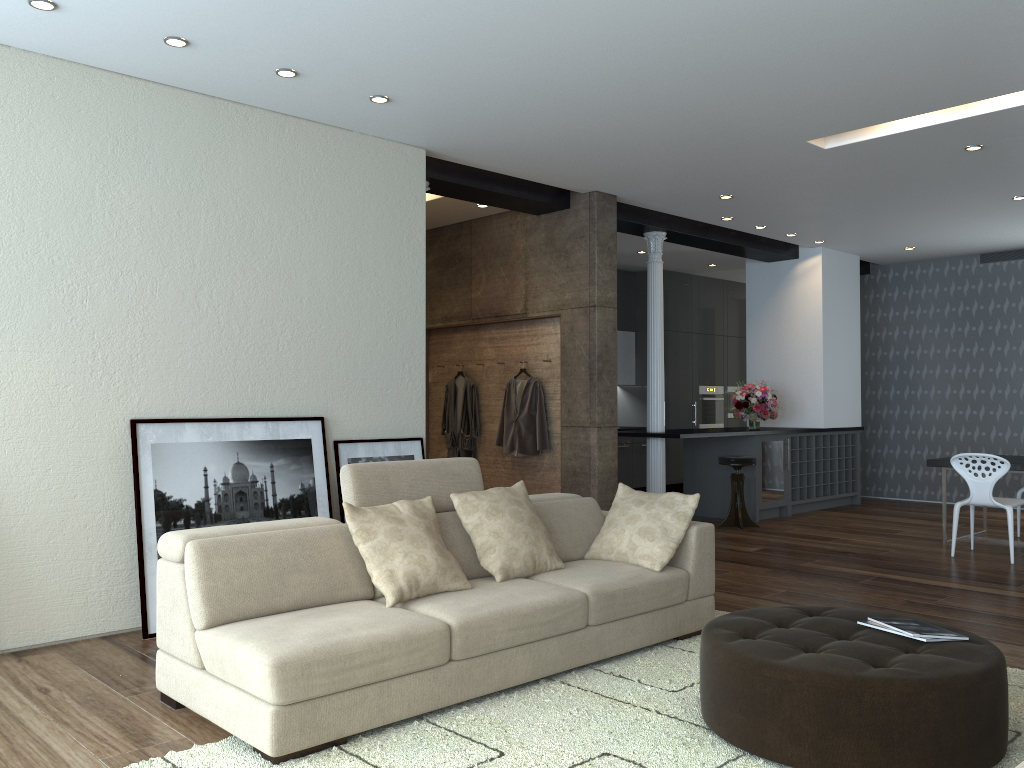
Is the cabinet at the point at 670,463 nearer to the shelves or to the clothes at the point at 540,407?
the shelves

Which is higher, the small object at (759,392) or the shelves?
the small object at (759,392)

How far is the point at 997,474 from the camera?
6.8 meters

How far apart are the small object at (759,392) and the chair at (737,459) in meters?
1.0 m

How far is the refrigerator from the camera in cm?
923

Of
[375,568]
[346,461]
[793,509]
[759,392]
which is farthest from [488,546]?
[793,509]

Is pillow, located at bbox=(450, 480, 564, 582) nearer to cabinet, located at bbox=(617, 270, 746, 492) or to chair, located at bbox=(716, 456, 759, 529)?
chair, located at bbox=(716, 456, 759, 529)

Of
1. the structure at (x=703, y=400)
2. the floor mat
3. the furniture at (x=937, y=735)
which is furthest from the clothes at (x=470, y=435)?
the furniture at (x=937, y=735)

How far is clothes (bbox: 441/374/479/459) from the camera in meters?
8.6

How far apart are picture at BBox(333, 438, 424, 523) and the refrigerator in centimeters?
450cm
